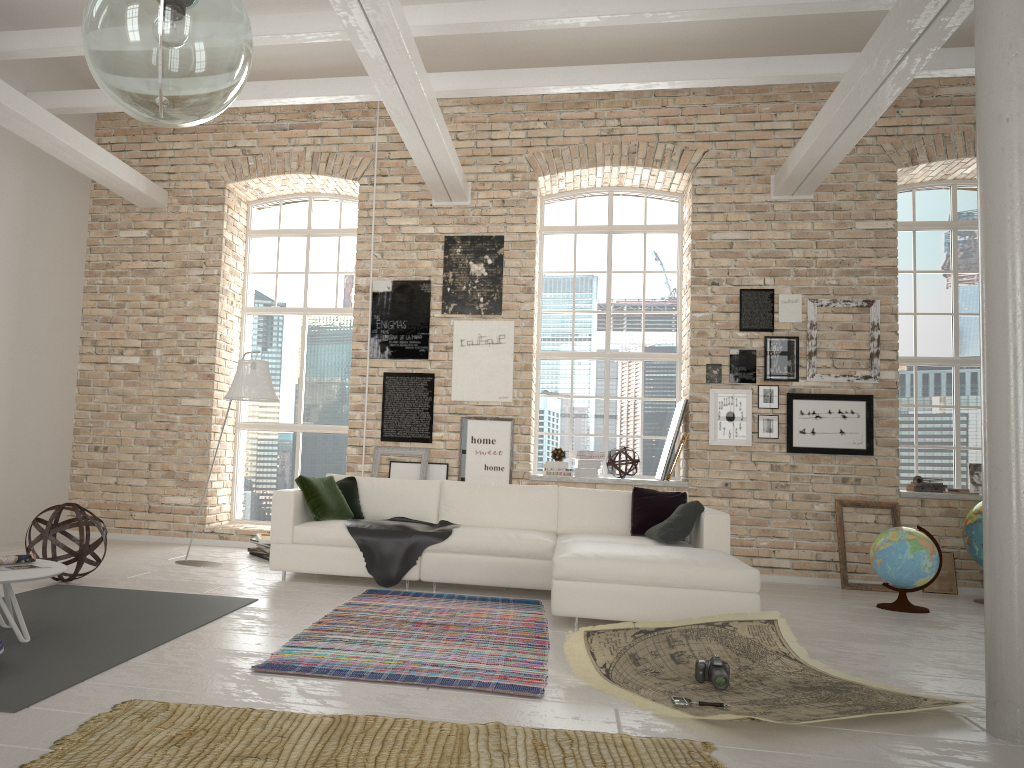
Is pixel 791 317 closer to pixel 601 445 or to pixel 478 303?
pixel 601 445

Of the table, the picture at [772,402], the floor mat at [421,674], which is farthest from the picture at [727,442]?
the table

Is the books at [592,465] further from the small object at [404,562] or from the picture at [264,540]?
the picture at [264,540]

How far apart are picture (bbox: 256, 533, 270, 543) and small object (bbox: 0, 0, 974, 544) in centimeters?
235cm

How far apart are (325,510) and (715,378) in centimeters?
387cm

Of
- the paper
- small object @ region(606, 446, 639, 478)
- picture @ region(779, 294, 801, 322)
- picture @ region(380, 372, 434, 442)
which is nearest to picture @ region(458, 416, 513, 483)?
picture @ region(380, 372, 434, 442)

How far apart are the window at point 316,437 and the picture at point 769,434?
4.1m

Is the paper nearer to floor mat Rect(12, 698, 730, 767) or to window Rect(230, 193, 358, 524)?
floor mat Rect(12, 698, 730, 767)

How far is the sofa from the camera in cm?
493

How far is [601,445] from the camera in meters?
8.9
